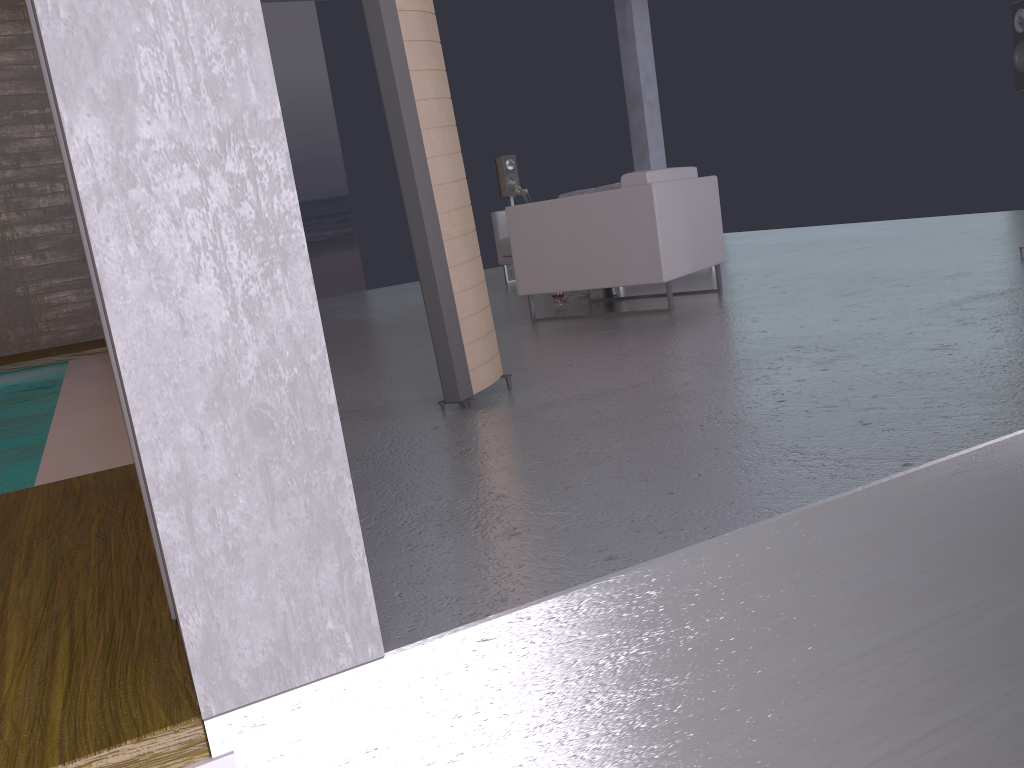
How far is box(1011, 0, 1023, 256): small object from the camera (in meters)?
4.69

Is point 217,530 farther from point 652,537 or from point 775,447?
point 775,447

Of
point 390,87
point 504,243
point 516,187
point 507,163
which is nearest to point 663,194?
point 390,87

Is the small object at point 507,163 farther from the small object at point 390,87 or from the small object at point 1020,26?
the small object at point 390,87

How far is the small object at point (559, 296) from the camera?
6.2m

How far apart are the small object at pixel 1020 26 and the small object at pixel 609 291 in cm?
269

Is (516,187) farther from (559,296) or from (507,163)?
(559,296)

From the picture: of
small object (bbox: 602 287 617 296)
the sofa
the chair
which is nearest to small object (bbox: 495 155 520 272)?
the sofa

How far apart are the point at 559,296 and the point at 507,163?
4.6m

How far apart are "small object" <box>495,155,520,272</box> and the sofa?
1.32m
